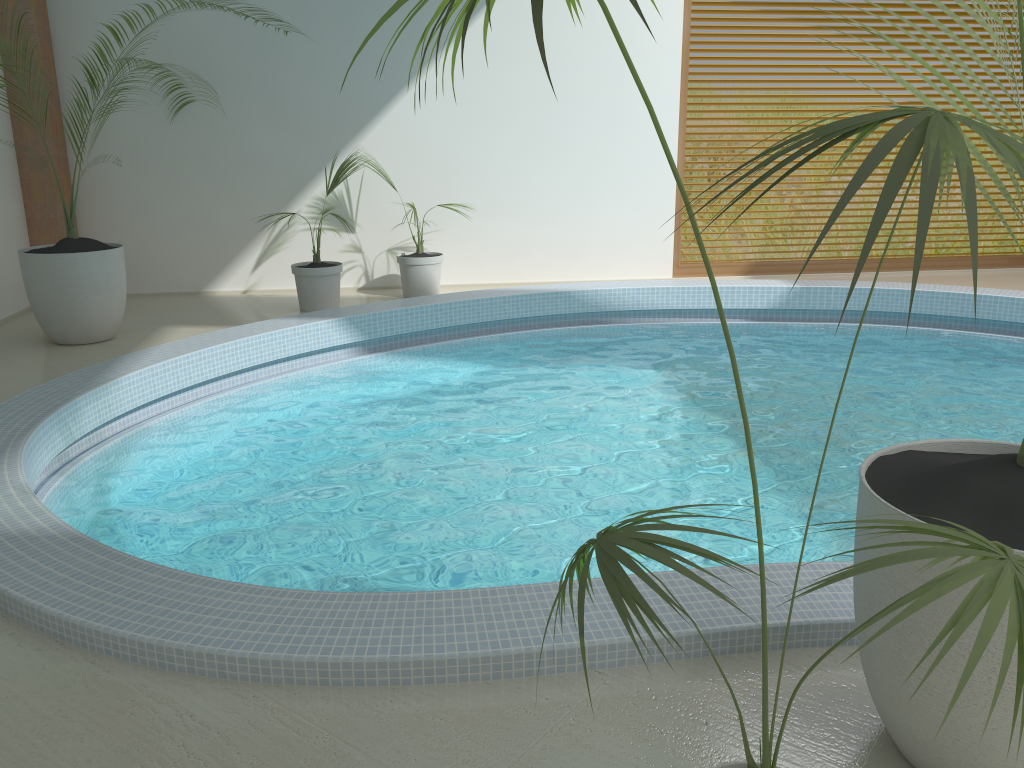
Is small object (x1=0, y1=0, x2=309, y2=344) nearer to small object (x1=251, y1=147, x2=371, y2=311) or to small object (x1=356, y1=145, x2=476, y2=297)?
small object (x1=251, y1=147, x2=371, y2=311)

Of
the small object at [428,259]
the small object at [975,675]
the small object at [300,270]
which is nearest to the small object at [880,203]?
the small object at [975,675]

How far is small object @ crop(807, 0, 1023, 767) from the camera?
1.70m

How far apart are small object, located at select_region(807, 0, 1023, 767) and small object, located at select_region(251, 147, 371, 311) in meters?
5.6 m

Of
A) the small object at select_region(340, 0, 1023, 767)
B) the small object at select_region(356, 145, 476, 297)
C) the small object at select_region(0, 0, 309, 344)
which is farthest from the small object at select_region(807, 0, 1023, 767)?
the small object at select_region(356, 145, 476, 297)

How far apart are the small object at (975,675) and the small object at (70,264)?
5.38m

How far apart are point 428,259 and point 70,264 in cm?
283

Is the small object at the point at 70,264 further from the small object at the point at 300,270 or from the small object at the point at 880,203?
the small object at the point at 880,203

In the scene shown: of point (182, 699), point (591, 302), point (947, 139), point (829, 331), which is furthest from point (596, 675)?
point (829, 331)

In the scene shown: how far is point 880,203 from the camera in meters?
0.9
